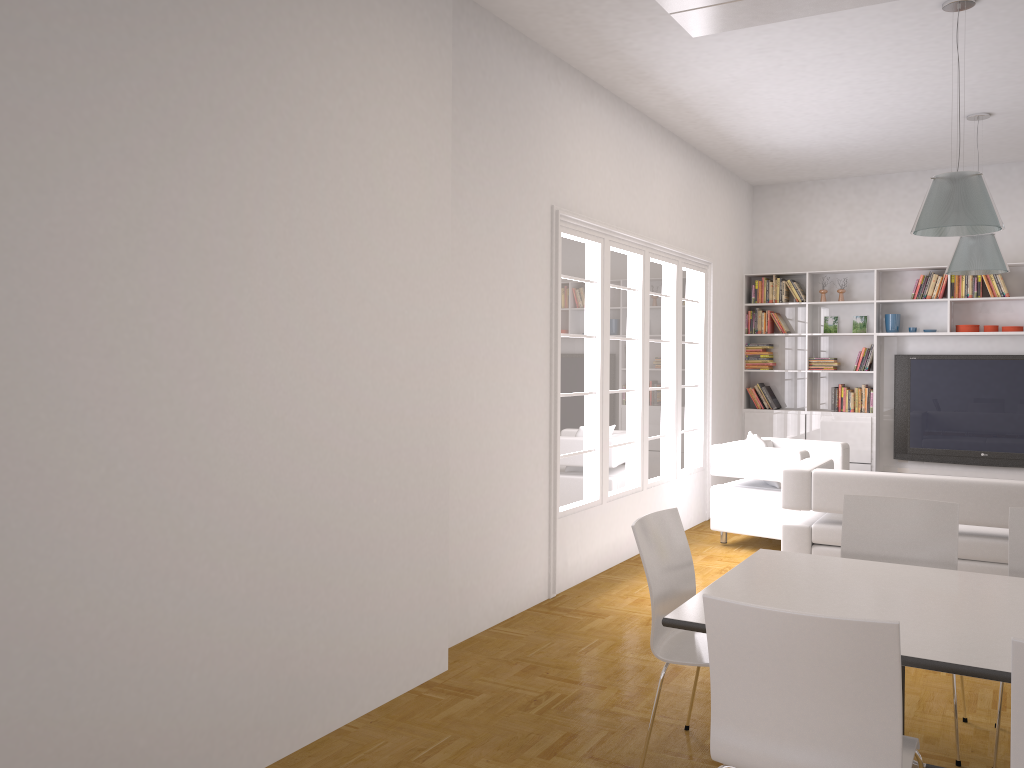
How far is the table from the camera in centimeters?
250cm

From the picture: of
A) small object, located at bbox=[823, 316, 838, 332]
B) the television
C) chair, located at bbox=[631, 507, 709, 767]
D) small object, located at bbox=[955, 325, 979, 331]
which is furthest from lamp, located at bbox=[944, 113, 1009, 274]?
chair, located at bbox=[631, 507, 709, 767]

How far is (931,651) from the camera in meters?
2.5 m

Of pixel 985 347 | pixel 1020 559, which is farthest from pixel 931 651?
pixel 985 347

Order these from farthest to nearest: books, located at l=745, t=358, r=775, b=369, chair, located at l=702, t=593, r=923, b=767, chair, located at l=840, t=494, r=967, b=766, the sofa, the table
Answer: books, located at l=745, t=358, r=775, b=369 → the sofa → chair, located at l=840, t=494, r=967, b=766 → the table → chair, located at l=702, t=593, r=923, b=767

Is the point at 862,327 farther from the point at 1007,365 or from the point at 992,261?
the point at 992,261

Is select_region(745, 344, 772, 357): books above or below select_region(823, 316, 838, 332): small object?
below

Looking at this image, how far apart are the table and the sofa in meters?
2.0 m

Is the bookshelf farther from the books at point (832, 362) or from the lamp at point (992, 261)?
the lamp at point (992, 261)

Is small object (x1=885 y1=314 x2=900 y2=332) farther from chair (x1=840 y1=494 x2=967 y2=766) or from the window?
chair (x1=840 y1=494 x2=967 y2=766)
